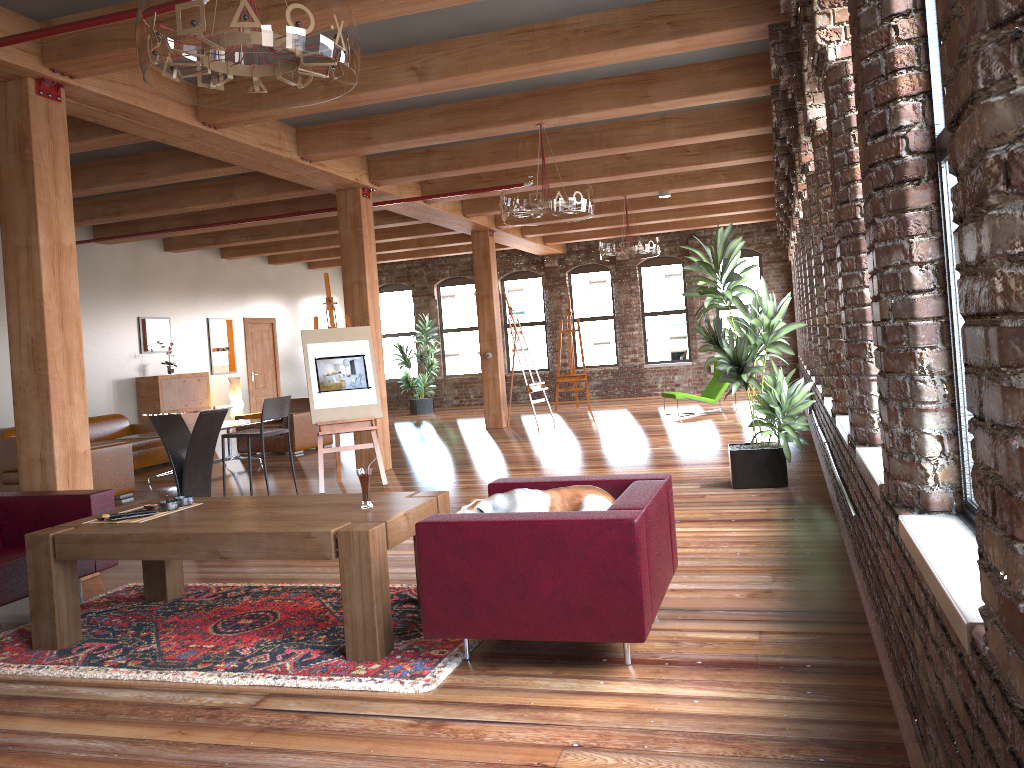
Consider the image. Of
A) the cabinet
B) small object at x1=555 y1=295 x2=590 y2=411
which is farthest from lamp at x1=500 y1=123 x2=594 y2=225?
small object at x1=555 y1=295 x2=590 y2=411

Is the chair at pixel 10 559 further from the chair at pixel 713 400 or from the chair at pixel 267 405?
the chair at pixel 713 400

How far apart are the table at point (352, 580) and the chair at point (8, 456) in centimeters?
435cm

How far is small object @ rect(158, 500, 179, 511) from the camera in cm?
442

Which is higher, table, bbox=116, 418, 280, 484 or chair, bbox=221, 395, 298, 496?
chair, bbox=221, 395, 298, 496

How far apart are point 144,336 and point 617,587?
11.6 meters

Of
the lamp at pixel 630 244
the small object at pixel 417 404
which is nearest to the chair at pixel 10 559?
the lamp at pixel 630 244

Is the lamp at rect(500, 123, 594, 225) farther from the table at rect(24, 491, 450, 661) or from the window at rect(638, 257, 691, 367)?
the window at rect(638, 257, 691, 367)

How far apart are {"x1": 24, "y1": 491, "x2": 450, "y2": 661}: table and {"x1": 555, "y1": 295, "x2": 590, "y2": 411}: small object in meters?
11.8

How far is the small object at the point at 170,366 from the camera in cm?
1328
